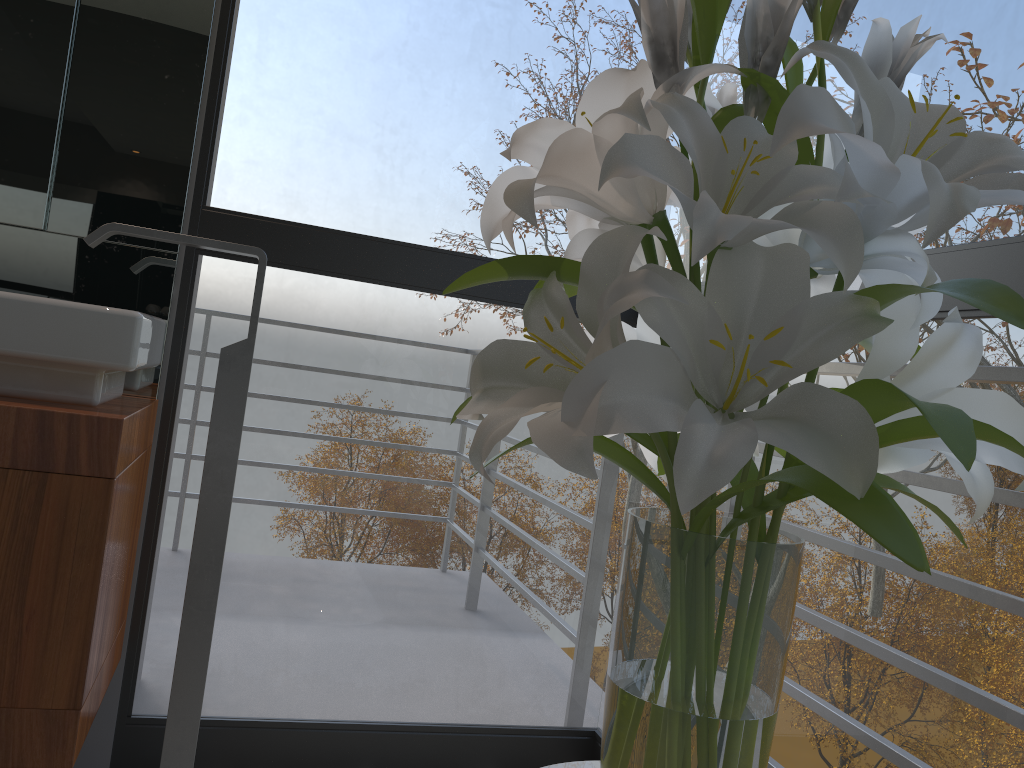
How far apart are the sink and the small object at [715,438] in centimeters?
71cm

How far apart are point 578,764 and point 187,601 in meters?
0.8 m

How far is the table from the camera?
0.8m

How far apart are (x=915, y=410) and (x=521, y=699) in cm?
640

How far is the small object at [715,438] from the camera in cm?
56

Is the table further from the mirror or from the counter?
the mirror

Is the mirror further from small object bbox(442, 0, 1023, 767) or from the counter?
small object bbox(442, 0, 1023, 767)

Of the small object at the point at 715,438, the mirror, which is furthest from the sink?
the small object at the point at 715,438

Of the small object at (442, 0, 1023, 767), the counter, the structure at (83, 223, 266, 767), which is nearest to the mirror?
the counter

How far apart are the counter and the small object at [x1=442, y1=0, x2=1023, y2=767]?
0.7 meters
